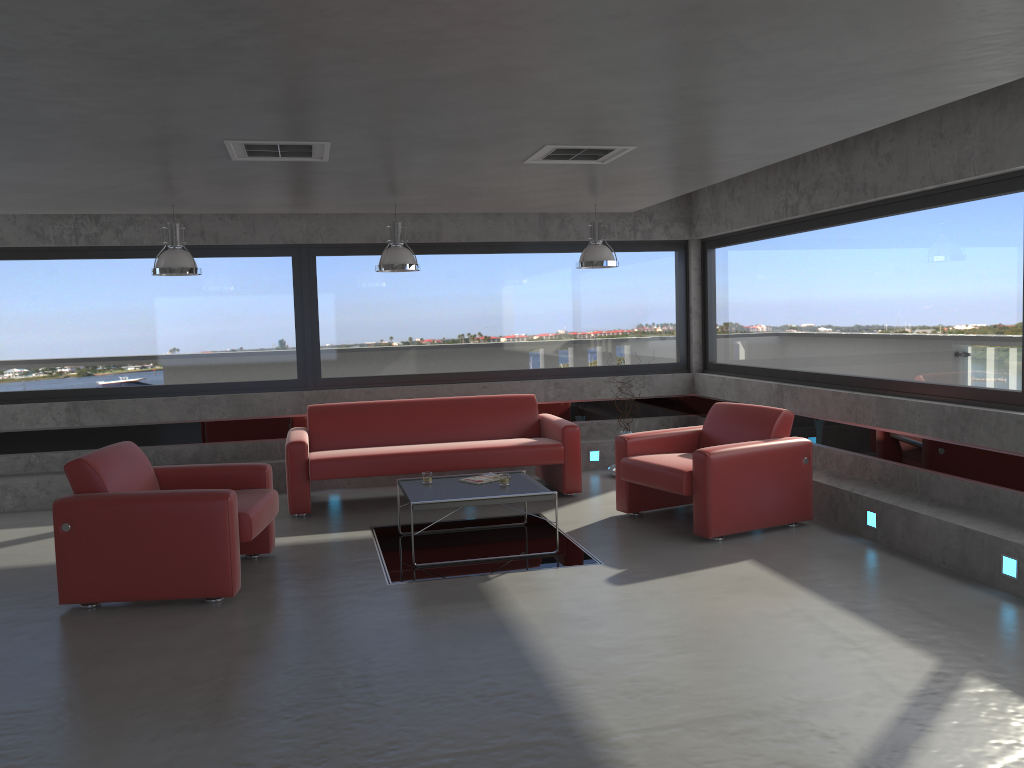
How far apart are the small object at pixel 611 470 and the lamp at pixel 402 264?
3.0 meters

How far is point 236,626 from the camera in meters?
4.9 m

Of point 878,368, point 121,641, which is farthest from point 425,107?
point 878,368

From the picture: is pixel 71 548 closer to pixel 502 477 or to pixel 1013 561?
pixel 502 477

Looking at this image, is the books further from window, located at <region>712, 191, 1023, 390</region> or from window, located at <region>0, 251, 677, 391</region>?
window, located at <region>712, 191, 1023, 390</region>

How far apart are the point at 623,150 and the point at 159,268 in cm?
389

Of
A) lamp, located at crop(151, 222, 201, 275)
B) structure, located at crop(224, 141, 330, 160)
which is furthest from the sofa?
structure, located at crop(224, 141, 330, 160)

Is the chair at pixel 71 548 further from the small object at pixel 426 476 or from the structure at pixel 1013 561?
the structure at pixel 1013 561

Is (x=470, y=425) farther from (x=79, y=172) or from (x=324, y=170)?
(x=79, y=172)

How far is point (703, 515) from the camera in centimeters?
632cm
